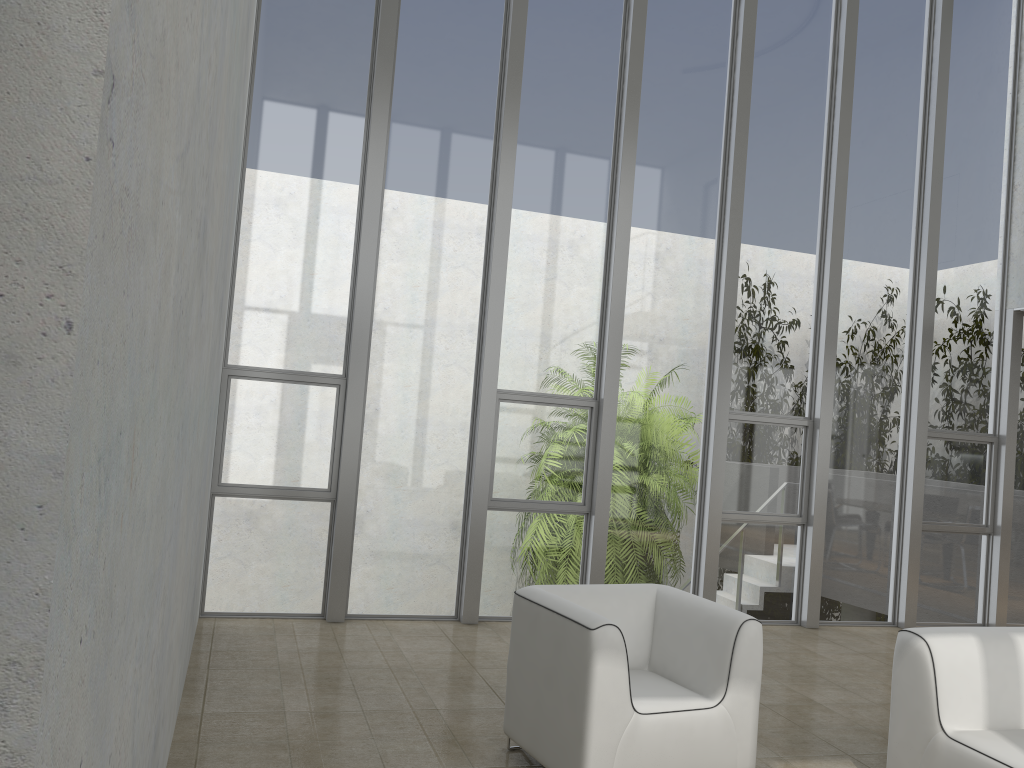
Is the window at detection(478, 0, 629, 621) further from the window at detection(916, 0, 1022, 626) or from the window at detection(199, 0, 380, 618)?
the window at detection(916, 0, 1022, 626)

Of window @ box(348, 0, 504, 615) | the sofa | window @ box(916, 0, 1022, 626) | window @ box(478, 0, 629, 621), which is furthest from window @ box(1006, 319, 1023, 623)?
window @ box(348, 0, 504, 615)

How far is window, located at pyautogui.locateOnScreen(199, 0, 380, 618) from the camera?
5.78m

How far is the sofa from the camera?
3.27m

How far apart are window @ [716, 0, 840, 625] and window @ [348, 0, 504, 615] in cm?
207

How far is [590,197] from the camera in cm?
652

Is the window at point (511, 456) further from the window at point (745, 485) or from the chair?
the chair

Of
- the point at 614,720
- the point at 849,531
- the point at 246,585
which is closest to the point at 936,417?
the point at 849,531

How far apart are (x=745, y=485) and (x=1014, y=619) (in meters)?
2.87

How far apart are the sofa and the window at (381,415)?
3.2m
